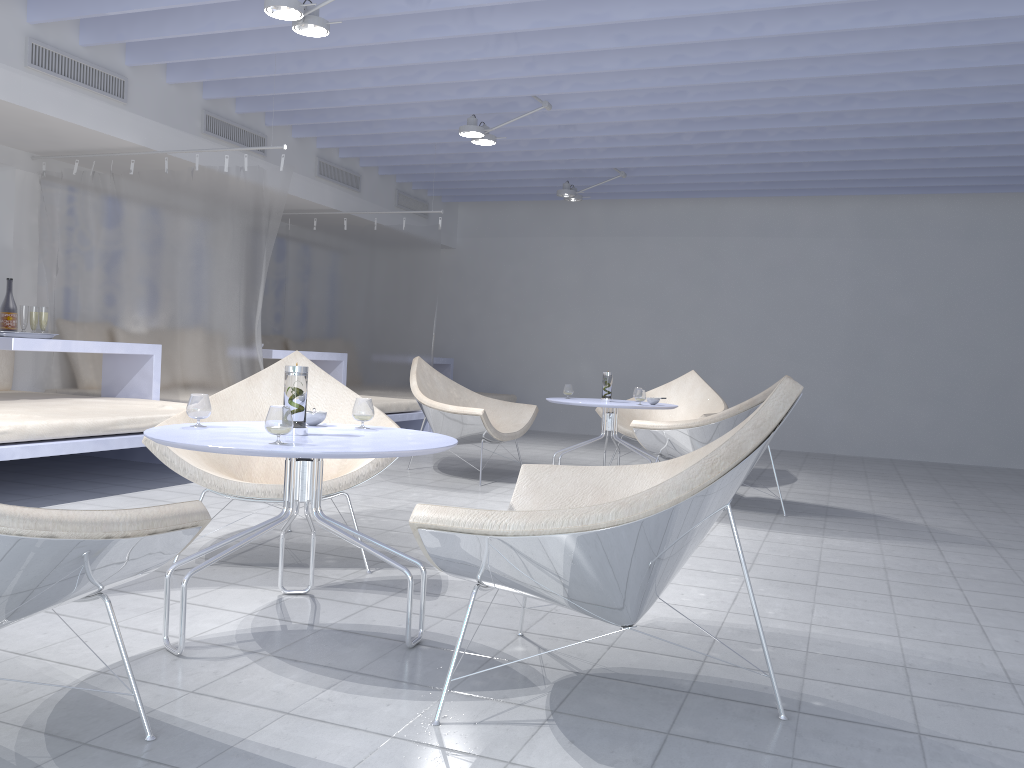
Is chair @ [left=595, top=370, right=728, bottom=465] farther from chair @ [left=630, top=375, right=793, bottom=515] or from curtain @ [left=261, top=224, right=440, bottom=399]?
curtain @ [left=261, top=224, right=440, bottom=399]

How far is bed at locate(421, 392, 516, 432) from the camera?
9.0 meters

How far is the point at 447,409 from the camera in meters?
5.3 m

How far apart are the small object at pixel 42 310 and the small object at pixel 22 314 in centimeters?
8cm

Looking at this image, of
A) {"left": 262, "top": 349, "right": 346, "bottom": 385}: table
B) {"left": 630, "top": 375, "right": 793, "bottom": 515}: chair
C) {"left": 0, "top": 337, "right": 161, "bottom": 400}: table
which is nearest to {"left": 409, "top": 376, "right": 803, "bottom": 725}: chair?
{"left": 630, "top": 375, "right": 793, "bottom": 515}: chair

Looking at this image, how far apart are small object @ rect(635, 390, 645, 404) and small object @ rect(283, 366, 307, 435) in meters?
3.2

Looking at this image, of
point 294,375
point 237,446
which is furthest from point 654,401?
point 237,446

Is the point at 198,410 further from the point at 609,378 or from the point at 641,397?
the point at 609,378

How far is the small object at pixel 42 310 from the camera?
4.9m

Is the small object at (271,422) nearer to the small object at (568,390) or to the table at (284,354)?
the small object at (568,390)
